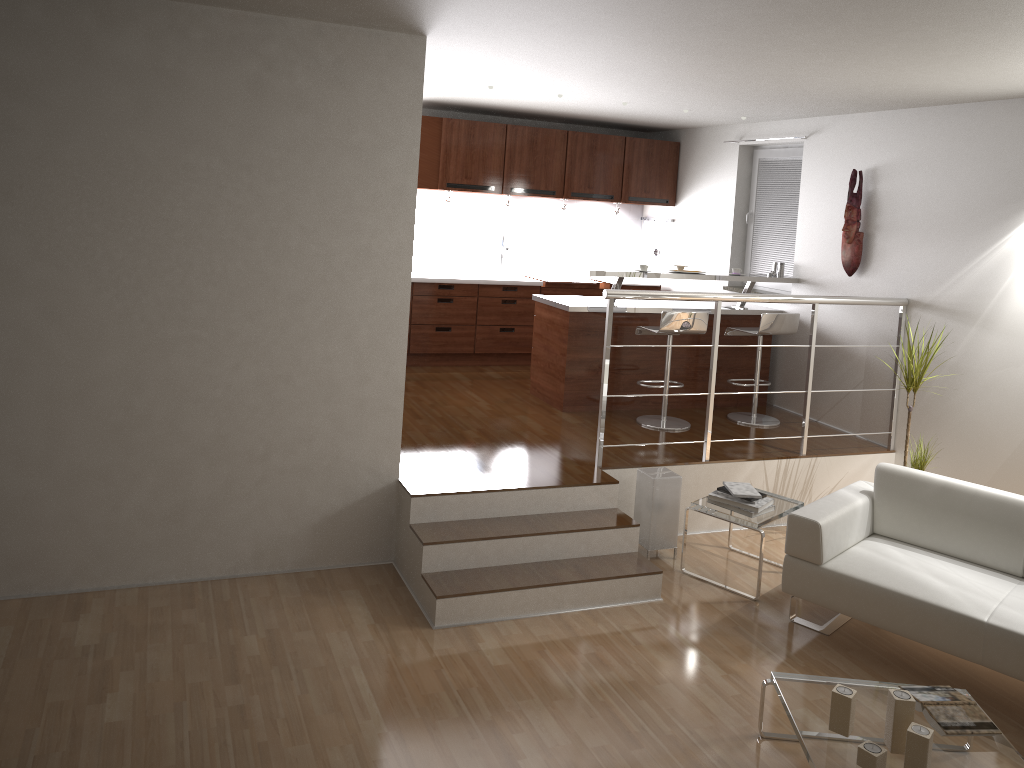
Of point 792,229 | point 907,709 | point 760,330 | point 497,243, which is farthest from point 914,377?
point 497,243

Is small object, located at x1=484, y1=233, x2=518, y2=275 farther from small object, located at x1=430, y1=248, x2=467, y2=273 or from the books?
the books

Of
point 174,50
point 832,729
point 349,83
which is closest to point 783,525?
point 832,729

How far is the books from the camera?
3.16m

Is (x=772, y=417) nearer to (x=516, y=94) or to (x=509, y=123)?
(x=516, y=94)

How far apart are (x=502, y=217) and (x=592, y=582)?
4.83m

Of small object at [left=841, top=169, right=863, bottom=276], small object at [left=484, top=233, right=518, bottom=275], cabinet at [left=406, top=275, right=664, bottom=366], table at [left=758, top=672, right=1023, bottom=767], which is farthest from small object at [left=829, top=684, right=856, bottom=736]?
small object at [left=484, top=233, right=518, bottom=275]

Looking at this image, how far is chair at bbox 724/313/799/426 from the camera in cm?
636

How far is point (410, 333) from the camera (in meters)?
7.78

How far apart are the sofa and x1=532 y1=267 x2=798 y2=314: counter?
2.2m
